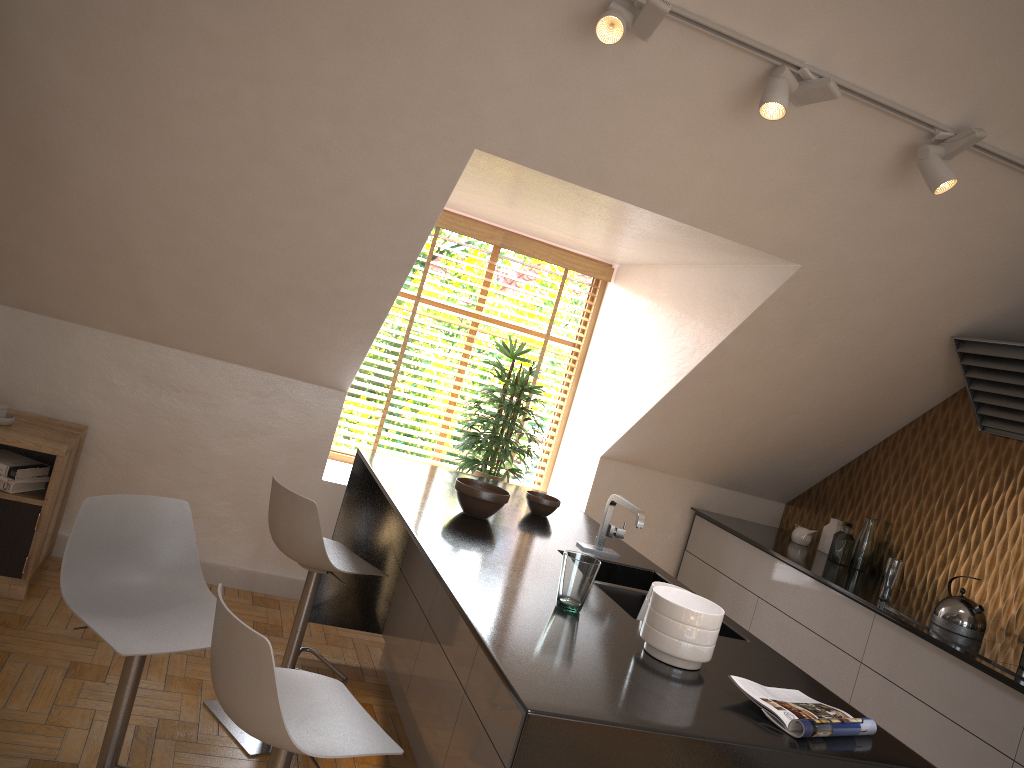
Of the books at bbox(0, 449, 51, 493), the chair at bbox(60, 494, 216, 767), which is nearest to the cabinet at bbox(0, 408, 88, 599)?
the books at bbox(0, 449, 51, 493)

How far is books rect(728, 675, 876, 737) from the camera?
1.9m

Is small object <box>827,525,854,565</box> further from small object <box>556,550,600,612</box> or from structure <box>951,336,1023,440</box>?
small object <box>556,550,600,612</box>

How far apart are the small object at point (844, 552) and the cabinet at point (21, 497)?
3.68m

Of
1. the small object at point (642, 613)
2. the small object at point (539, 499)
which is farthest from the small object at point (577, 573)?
the small object at point (539, 499)

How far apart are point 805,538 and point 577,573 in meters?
2.9

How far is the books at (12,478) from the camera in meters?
3.6 m

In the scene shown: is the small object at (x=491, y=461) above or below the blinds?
below

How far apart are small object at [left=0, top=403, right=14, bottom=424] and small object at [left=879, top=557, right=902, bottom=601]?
3.81m

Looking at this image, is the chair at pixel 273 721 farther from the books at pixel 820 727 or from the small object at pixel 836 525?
the small object at pixel 836 525
